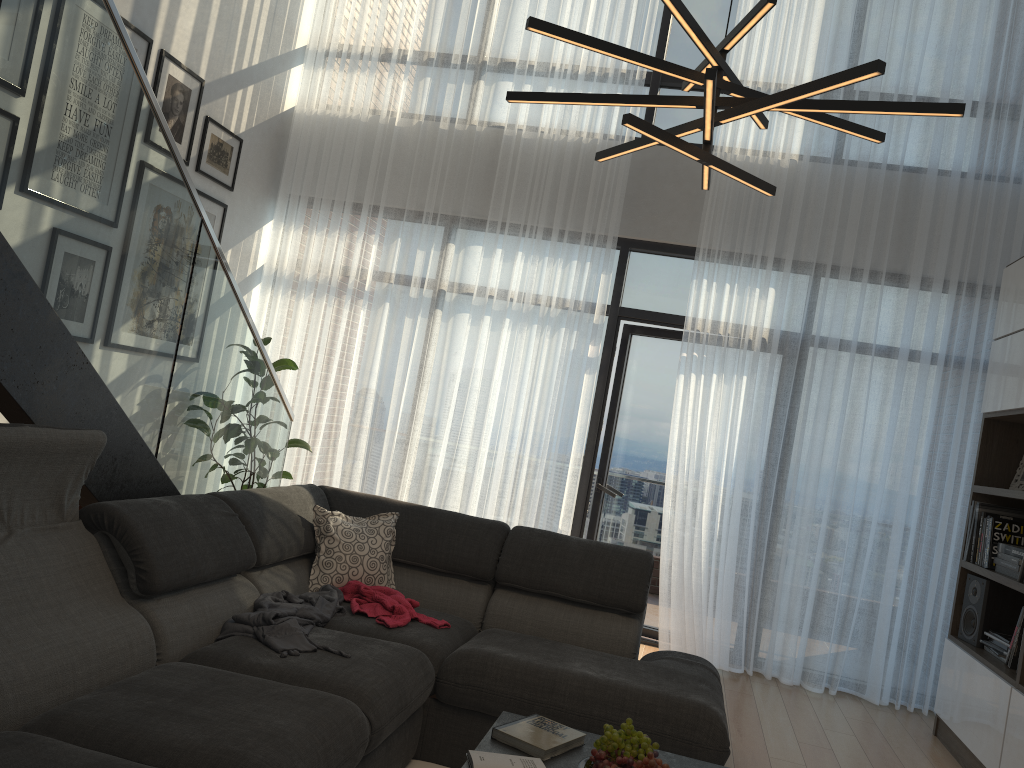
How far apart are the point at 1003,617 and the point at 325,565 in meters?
3.3 m

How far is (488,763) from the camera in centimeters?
223cm

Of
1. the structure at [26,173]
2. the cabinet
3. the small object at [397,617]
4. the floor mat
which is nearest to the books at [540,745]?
the floor mat

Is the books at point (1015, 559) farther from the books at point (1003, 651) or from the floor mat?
the floor mat

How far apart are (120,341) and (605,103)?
1.7 meters

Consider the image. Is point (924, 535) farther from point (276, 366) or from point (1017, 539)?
point (276, 366)

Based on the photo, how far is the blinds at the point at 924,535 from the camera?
5.00m

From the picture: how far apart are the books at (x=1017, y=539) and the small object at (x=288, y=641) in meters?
3.1

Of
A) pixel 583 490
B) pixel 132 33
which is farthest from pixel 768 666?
pixel 132 33

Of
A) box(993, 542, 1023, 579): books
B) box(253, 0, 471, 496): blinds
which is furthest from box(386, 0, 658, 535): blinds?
box(993, 542, 1023, 579): books
